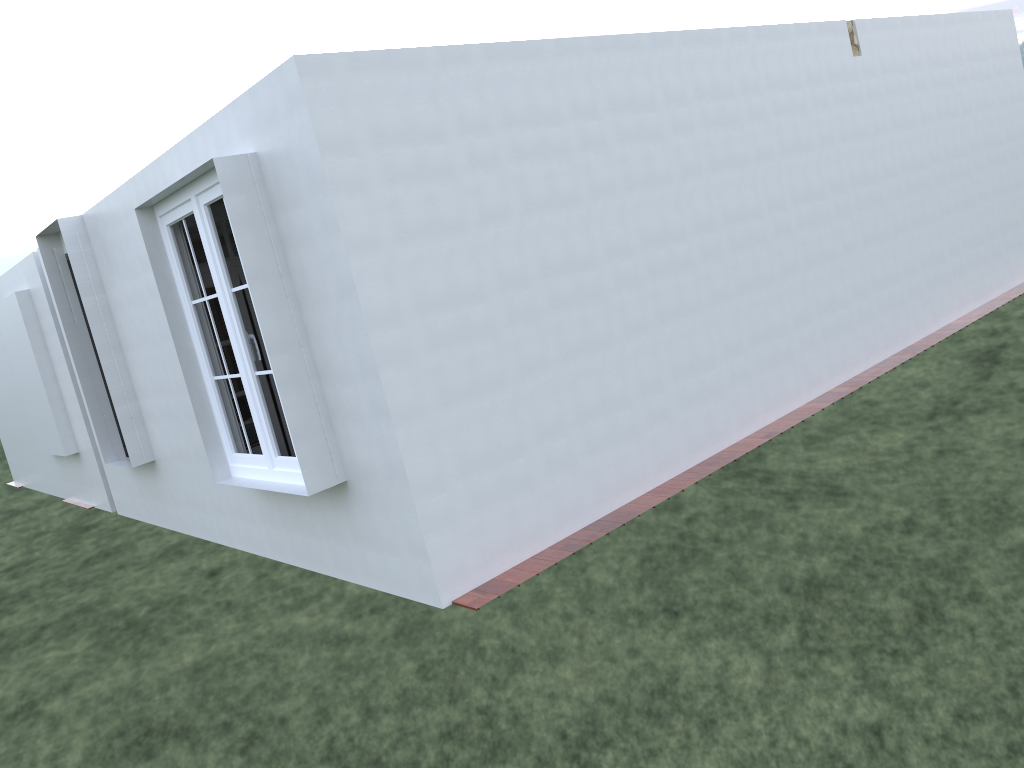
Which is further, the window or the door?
the door

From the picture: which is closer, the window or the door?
the window

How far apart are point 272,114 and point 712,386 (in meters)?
3.49

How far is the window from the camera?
5.5m

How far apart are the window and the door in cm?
92

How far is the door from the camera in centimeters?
716cm

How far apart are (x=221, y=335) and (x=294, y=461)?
2.1m

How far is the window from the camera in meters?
5.5

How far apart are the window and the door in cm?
92
